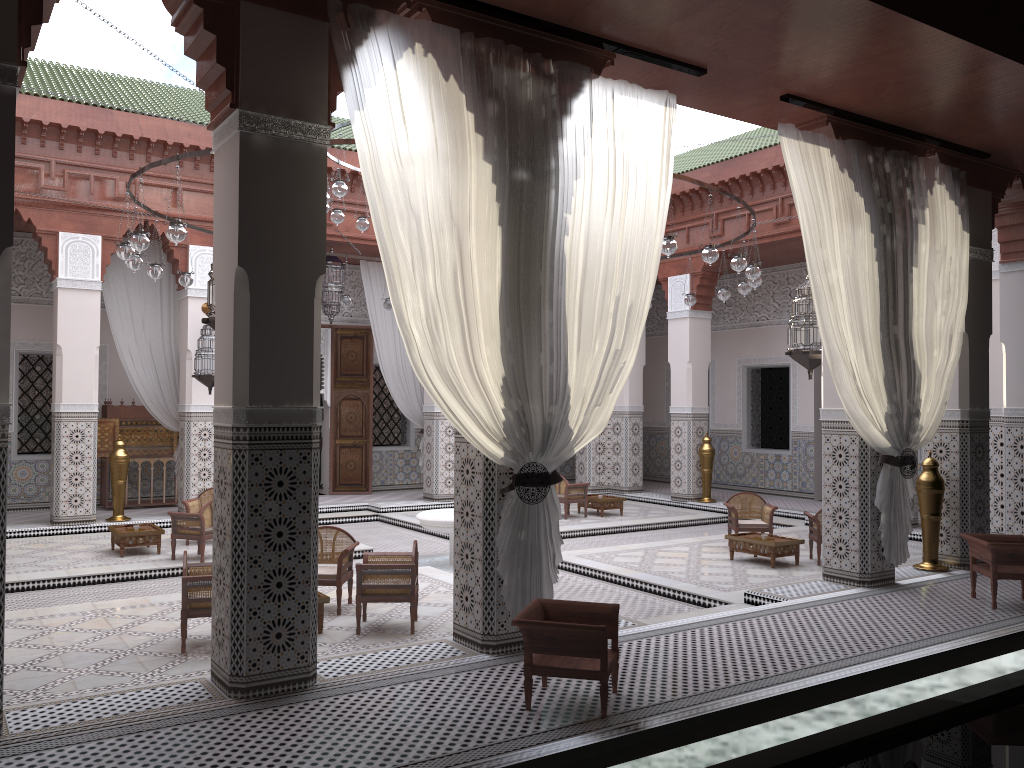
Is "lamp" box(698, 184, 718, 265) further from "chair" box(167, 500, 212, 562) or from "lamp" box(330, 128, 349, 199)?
"chair" box(167, 500, 212, 562)

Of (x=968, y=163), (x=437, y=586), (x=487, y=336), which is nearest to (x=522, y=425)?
(x=487, y=336)

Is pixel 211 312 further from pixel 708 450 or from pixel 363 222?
pixel 708 450

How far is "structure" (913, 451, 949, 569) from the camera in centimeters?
406cm

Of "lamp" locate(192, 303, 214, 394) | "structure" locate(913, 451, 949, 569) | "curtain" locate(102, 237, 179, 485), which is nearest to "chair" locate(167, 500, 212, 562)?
"lamp" locate(192, 303, 214, 394)

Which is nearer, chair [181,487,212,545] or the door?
chair [181,487,212,545]

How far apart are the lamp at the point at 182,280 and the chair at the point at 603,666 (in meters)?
3.34

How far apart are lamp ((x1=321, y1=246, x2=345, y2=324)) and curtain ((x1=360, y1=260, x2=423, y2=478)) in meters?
0.3

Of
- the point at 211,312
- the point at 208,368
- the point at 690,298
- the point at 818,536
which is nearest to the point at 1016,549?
the point at 818,536

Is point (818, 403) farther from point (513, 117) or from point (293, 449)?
point (293, 449)
